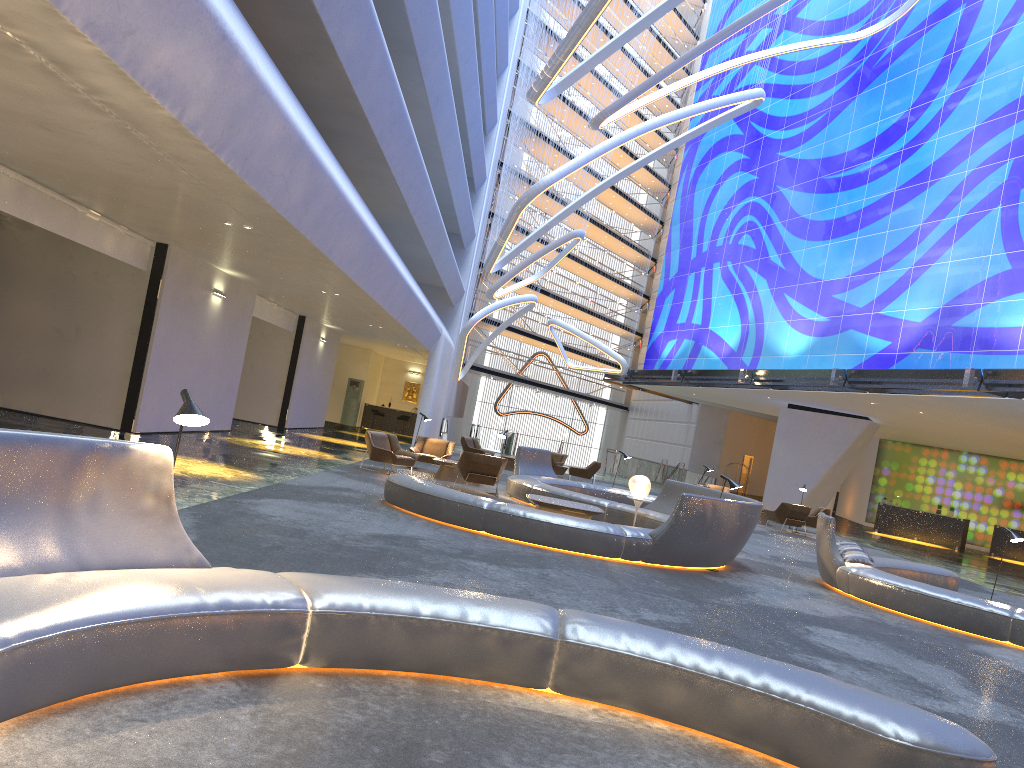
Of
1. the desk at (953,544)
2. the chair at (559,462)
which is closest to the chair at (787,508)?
the chair at (559,462)

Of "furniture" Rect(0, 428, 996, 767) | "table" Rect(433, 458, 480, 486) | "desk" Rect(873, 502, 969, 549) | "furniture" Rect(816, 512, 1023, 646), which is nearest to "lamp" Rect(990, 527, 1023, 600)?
"furniture" Rect(816, 512, 1023, 646)

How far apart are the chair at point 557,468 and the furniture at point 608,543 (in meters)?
5.64

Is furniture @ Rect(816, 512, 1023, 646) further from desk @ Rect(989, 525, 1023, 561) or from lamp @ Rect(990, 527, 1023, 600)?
desk @ Rect(989, 525, 1023, 561)

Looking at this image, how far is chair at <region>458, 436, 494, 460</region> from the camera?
26.6m

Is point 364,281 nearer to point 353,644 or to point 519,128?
point 353,644

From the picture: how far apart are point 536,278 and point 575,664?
27.6m

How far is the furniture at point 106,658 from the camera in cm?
356

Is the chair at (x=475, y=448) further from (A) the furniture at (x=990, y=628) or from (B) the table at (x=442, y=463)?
(A) the furniture at (x=990, y=628)

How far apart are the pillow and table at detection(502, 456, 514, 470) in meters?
15.3 m
